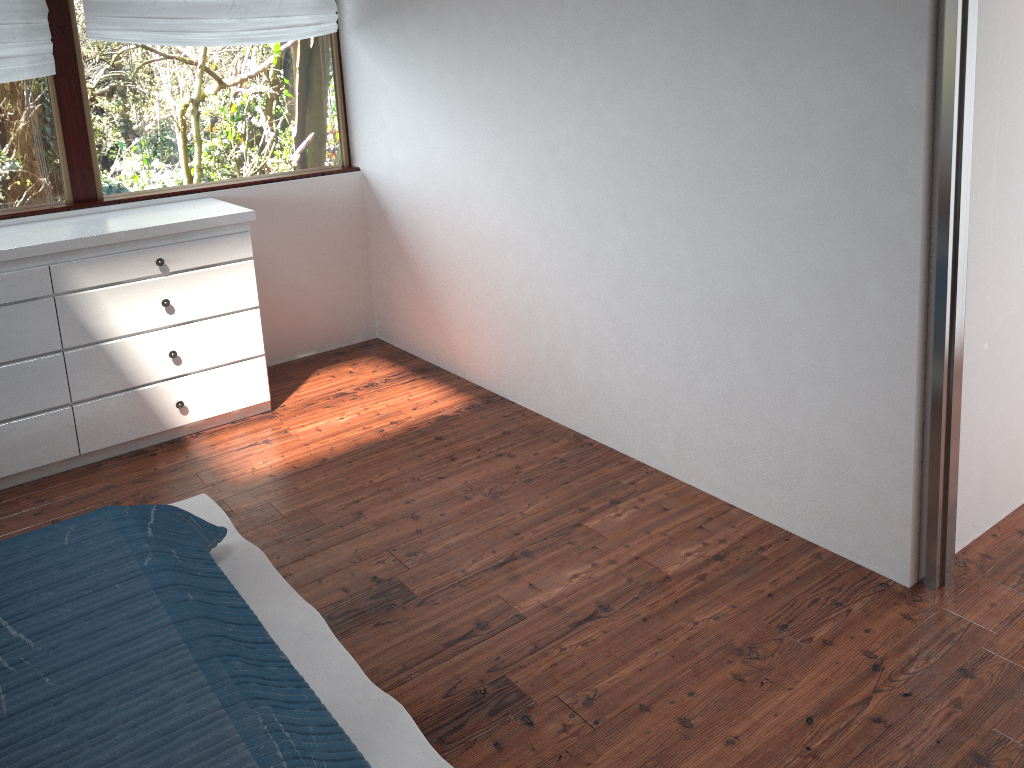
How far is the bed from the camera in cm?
164

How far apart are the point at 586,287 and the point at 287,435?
1.4m

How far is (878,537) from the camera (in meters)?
2.46

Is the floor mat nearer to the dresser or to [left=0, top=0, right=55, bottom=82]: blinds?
the dresser

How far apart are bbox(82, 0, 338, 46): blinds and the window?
0.1 meters

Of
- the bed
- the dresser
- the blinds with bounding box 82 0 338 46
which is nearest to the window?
the blinds with bounding box 82 0 338 46

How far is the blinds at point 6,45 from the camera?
3.4 meters

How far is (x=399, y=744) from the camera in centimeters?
200cm

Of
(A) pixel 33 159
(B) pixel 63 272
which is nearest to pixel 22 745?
(B) pixel 63 272

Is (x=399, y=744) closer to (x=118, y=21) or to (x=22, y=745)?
(x=22, y=745)
